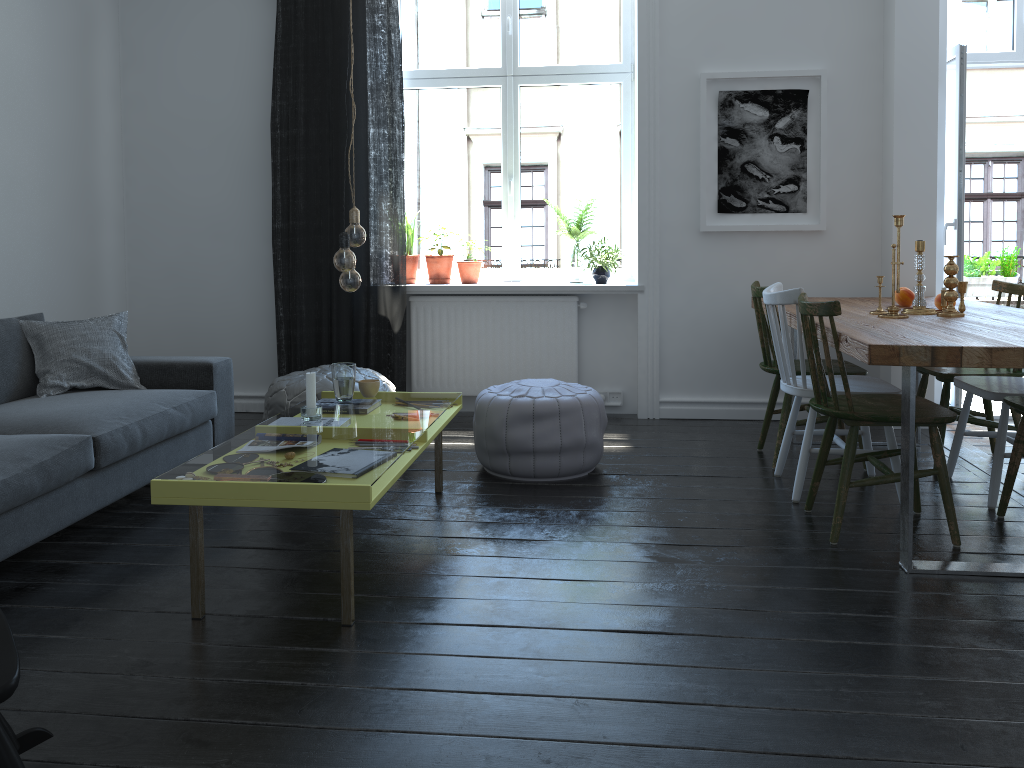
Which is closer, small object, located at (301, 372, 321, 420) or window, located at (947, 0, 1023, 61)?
small object, located at (301, 372, 321, 420)

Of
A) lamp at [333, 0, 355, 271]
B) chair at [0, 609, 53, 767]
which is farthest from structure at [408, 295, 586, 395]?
chair at [0, 609, 53, 767]

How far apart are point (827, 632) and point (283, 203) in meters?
3.8 m

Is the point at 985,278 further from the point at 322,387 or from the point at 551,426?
the point at 322,387

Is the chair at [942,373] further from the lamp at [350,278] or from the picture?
the lamp at [350,278]

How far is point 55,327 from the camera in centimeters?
391cm

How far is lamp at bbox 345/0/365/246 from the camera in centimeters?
291cm

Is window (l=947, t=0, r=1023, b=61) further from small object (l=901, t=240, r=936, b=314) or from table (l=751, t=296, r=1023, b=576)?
small object (l=901, t=240, r=936, b=314)

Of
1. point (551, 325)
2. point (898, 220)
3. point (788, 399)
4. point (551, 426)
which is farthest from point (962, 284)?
point (551, 325)

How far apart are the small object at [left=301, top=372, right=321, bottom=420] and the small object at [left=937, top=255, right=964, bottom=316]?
2.48m
